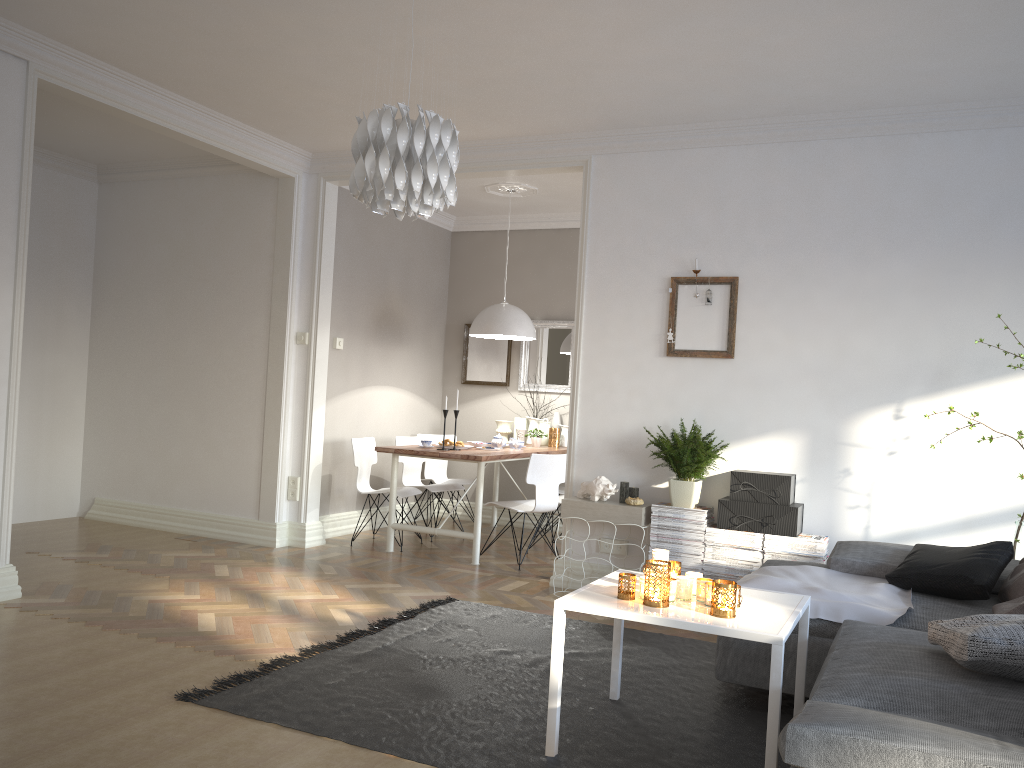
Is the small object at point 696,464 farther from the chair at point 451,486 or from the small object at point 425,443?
the chair at point 451,486

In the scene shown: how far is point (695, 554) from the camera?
4.9 meters

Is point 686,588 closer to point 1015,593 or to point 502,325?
point 1015,593

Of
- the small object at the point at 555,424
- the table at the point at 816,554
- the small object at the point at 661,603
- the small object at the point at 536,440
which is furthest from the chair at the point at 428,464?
the small object at the point at 661,603

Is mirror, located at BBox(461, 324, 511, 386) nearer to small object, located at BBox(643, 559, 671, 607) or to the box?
the box

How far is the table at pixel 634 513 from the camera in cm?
497

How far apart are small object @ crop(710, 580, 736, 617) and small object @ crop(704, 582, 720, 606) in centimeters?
7cm

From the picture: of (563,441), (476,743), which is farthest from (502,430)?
(476,743)

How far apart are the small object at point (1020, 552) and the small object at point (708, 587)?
2.10m

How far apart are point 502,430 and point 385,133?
5.12m
